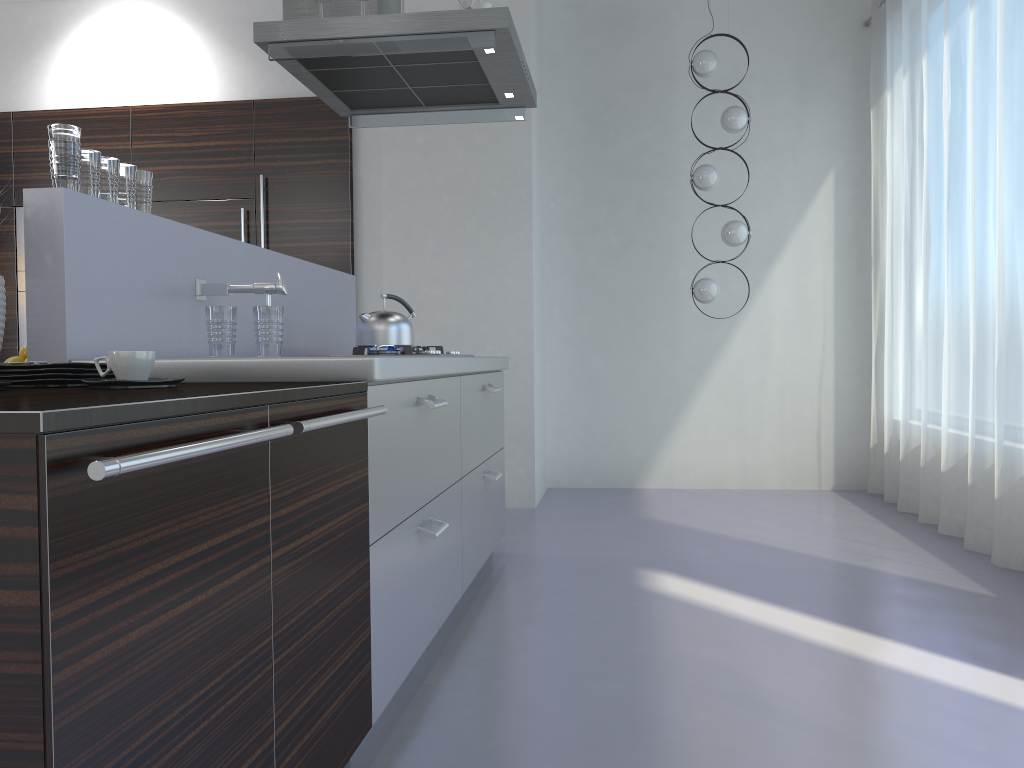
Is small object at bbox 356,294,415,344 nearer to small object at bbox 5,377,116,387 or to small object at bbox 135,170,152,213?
small object at bbox 135,170,152,213

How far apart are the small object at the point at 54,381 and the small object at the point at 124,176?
0.8m

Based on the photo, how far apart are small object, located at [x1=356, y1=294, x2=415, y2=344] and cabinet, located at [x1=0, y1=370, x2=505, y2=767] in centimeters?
30cm

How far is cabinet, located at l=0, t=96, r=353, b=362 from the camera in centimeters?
537cm

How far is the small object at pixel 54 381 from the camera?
1.6 meters

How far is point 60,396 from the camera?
1.23m

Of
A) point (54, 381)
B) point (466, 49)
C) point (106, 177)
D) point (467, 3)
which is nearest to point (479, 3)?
point (467, 3)

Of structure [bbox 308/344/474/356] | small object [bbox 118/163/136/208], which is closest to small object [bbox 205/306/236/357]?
small object [bbox 118/163/136/208]

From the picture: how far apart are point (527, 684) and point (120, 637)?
1.6m

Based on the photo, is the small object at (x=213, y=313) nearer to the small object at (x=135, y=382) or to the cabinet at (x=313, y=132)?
the small object at (x=135, y=382)
